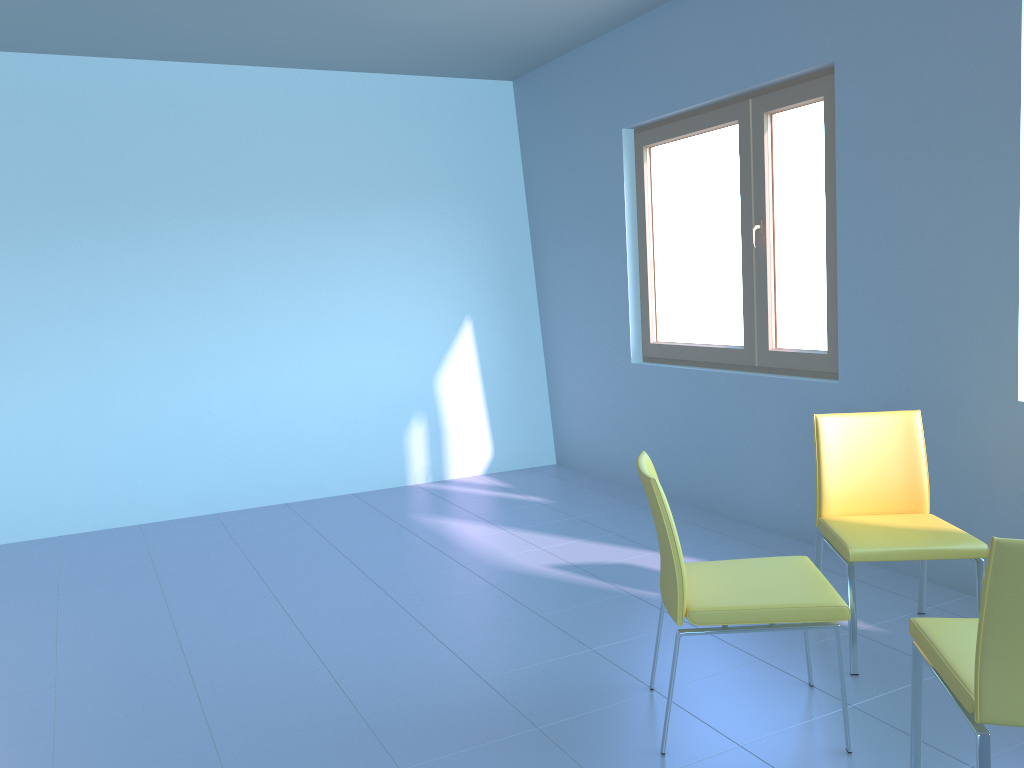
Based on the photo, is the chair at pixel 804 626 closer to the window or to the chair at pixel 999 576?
the chair at pixel 999 576

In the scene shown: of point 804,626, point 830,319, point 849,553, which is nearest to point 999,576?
point 804,626

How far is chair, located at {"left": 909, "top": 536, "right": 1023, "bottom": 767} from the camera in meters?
1.6 m

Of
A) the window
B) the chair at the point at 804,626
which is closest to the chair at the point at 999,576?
the chair at the point at 804,626

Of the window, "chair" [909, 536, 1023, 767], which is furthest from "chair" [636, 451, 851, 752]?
the window

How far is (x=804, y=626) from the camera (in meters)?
2.14

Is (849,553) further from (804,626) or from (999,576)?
(999,576)

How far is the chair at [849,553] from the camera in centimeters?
254cm

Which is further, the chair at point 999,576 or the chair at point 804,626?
the chair at point 804,626

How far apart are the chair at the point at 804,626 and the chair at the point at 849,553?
0.17m
